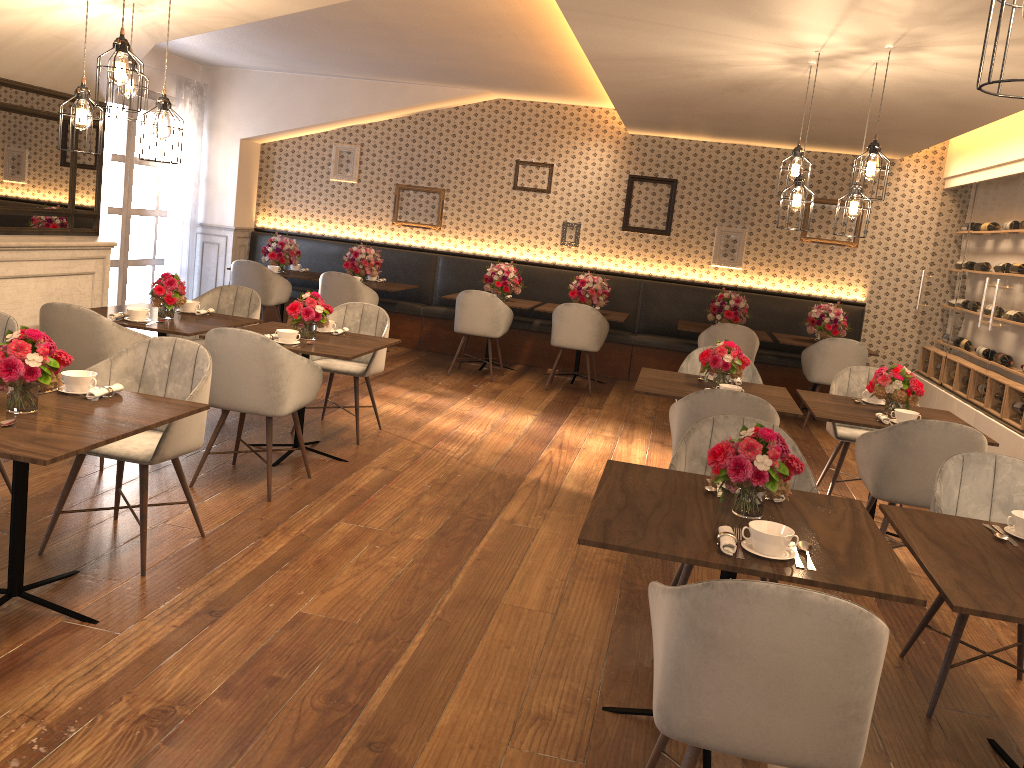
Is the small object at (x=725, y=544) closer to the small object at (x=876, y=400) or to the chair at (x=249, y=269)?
the small object at (x=876, y=400)

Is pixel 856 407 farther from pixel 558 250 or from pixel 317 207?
pixel 317 207

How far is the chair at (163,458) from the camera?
3.53m

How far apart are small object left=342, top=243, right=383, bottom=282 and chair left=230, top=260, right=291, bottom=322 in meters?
0.6

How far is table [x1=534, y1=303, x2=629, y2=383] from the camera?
8.8m

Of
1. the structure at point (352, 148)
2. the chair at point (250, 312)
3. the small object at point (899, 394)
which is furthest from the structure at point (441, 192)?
the small object at point (899, 394)

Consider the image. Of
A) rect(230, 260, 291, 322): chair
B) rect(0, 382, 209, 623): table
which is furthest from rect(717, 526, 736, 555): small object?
rect(230, 260, 291, 322): chair

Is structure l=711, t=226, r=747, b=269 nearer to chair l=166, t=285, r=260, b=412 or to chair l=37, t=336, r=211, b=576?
chair l=166, t=285, r=260, b=412

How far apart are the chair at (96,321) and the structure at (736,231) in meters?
6.6 m

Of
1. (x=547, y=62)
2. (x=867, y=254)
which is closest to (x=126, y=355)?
(x=547, y=62)
